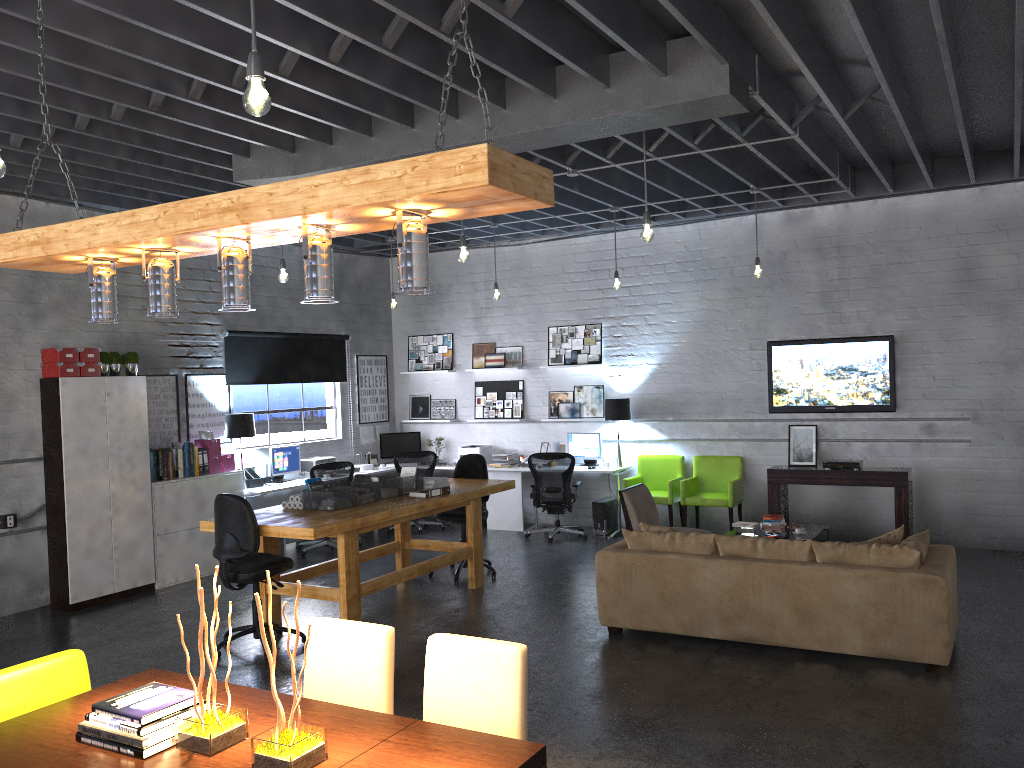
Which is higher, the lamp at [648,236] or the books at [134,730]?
the lamp at [648,236]

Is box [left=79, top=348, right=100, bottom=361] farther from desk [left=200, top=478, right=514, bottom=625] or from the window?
desk [left=200, top=478, right=514, bottom=625]

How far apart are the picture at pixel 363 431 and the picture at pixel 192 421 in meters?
2.4 m

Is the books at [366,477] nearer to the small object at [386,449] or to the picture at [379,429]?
the small object at [386,449]

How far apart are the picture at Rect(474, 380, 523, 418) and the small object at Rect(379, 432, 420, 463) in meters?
1.0

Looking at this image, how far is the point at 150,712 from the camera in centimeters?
277cm

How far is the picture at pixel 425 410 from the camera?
12.30m

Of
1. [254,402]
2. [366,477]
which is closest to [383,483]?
[366,477]

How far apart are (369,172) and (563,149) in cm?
541

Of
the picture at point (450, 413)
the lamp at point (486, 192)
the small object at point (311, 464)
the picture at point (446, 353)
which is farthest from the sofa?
the picture at point (446, 353)
